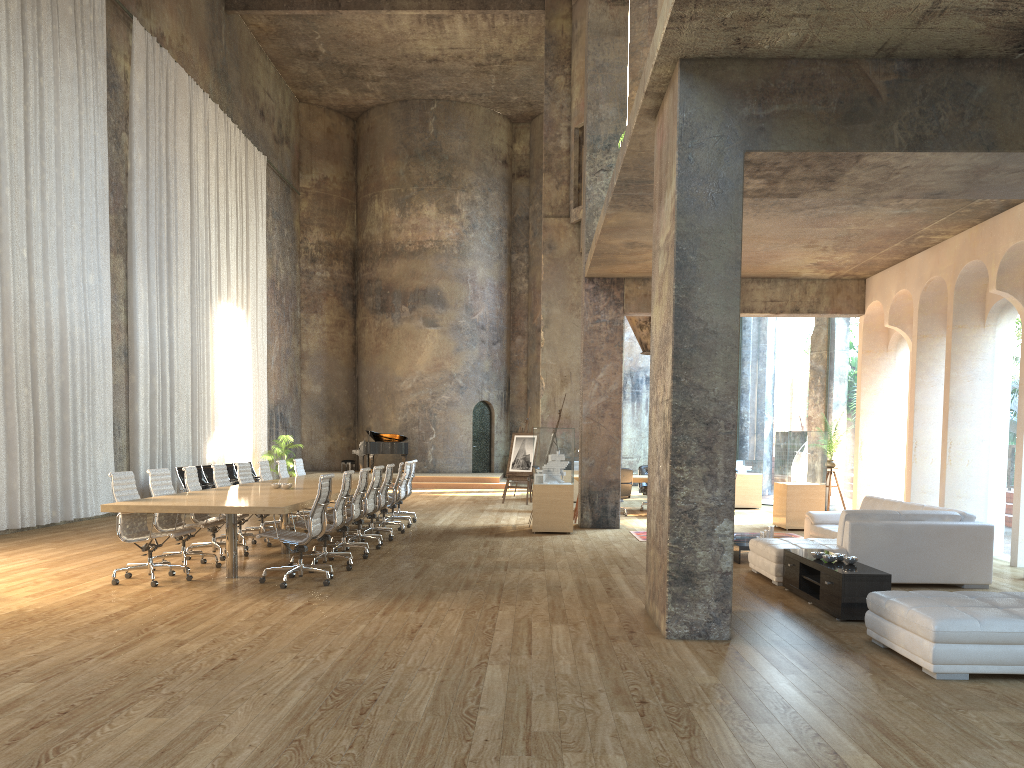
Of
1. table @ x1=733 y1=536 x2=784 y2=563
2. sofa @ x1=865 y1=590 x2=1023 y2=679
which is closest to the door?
table @ x1=733 y1=536 x2=784 y2=563

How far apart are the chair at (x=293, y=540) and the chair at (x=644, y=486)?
9.9 meters

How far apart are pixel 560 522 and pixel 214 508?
6.1 meters

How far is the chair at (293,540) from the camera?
7.8 meters

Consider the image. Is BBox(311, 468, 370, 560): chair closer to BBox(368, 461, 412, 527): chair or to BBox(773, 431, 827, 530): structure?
BBox(368, 461, 412, 527): chair

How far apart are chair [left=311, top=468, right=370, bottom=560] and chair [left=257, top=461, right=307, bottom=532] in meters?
2.8

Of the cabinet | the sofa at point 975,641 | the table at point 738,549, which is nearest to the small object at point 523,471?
the table at point 738,549

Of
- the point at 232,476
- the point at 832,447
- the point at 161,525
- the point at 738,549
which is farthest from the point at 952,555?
the point at 232,476

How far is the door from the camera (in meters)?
27.78

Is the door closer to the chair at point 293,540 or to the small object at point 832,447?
the small object at point 832,447
